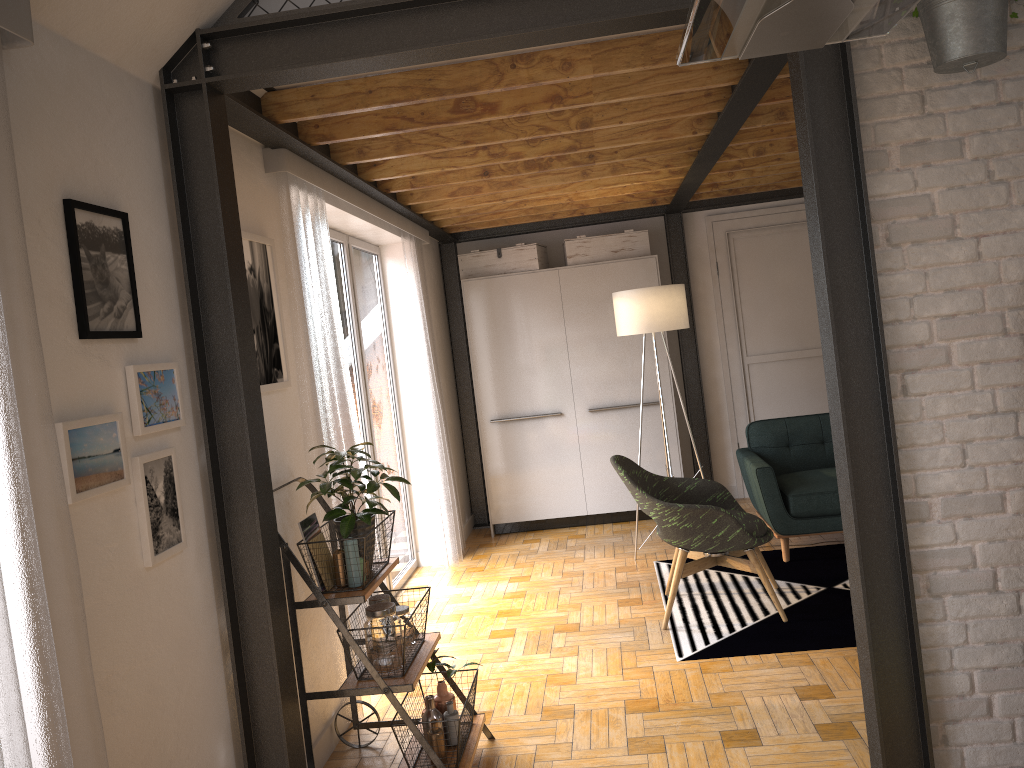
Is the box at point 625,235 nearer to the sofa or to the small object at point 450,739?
the sofa

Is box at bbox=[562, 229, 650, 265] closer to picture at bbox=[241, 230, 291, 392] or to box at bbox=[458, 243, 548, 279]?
box at bbox=[458, 243, 548, 279]

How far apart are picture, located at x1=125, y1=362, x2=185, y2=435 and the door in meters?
5.4 m

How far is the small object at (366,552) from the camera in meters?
3.0 m

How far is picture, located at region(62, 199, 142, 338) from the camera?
2.1 meters

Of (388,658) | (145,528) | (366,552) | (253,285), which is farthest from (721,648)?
(145,528)

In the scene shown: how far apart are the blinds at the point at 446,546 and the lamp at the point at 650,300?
1.3 meters

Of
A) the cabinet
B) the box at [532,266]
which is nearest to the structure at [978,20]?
the cabinet

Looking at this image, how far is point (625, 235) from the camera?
6.72m

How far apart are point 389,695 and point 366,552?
0.5 meters
